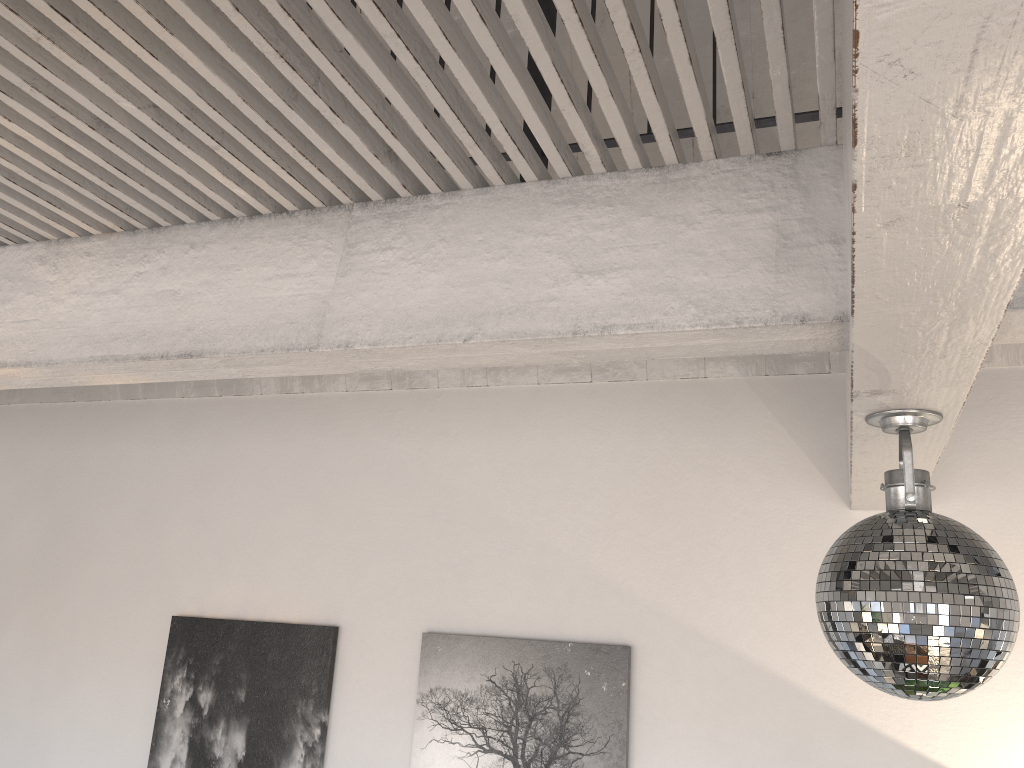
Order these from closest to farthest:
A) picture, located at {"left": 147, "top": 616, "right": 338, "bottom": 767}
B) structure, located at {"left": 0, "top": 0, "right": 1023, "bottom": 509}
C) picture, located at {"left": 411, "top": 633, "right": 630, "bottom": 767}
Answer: structure, located at {"left": 0, "top": 0, "right": 1023, "bottom": 509}
picture, located at {"left": 411, "top": 633, "right": 630, "bottom": 767}
picture, located at {"left": 147, "top": 616, "right": 338, "bottom": 767}

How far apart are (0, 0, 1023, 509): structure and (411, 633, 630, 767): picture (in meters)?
0.88

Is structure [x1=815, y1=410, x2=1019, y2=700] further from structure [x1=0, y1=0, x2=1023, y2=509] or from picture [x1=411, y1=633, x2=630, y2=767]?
picture [x1=411, y1=633, x2=630, y2=767]

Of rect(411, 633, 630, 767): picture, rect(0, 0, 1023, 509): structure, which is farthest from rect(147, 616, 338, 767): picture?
rect(0, 0, 1023, 509): structure

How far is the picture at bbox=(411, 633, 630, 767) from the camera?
2.9m

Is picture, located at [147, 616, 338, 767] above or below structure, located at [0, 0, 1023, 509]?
below

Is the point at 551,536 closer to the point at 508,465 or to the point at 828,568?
the point at 508,465

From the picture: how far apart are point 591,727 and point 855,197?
2.4 meters

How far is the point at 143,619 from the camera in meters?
3.6

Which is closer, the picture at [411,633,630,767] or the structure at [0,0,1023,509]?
the structure at [0,0,1023,509]
